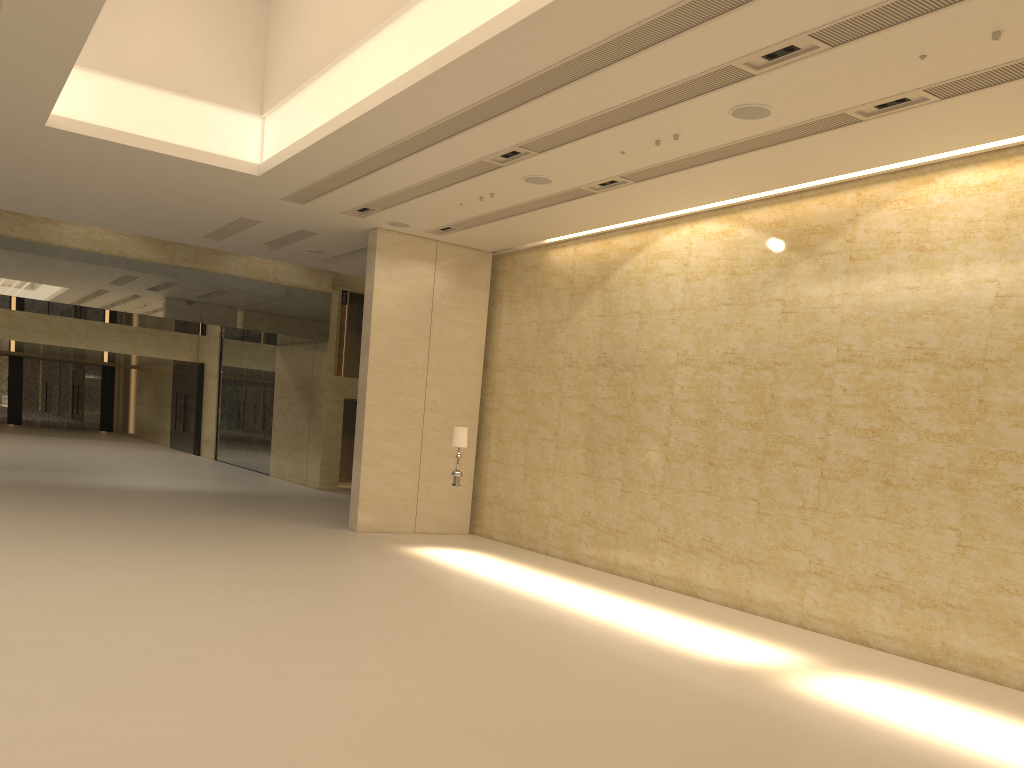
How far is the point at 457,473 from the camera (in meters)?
15.12

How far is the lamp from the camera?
15.1 meters

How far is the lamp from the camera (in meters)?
15.12

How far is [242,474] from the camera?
28.87m
